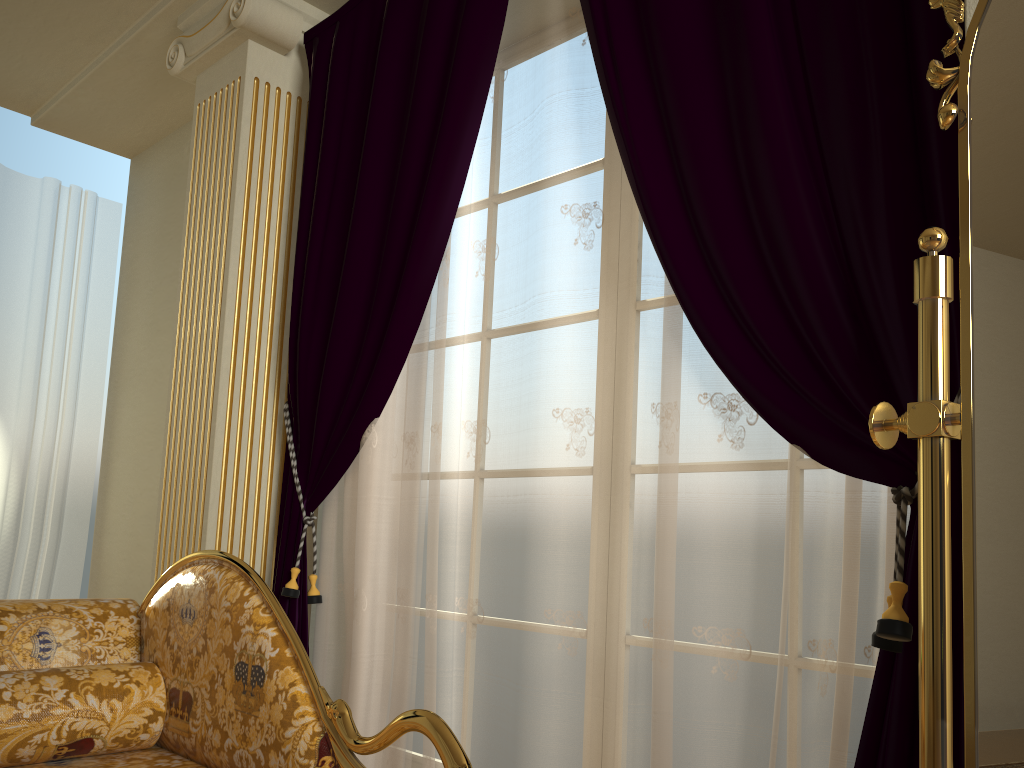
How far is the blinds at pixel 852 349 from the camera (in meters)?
1.53

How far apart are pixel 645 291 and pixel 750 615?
0.7 meters

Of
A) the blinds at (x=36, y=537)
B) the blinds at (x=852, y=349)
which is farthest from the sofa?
the blinds at (x=36, y=537)

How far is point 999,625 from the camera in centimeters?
83cm

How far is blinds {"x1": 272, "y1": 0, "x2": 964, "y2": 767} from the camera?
1.5m

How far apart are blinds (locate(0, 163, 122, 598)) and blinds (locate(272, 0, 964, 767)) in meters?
1.8

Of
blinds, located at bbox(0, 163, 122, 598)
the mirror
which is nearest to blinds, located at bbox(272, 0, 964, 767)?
the mirror

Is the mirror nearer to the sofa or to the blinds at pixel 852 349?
the blinds at pixel 852 349

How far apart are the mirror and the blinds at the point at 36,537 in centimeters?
395cm

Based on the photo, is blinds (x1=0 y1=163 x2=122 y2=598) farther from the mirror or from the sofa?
the mirror
